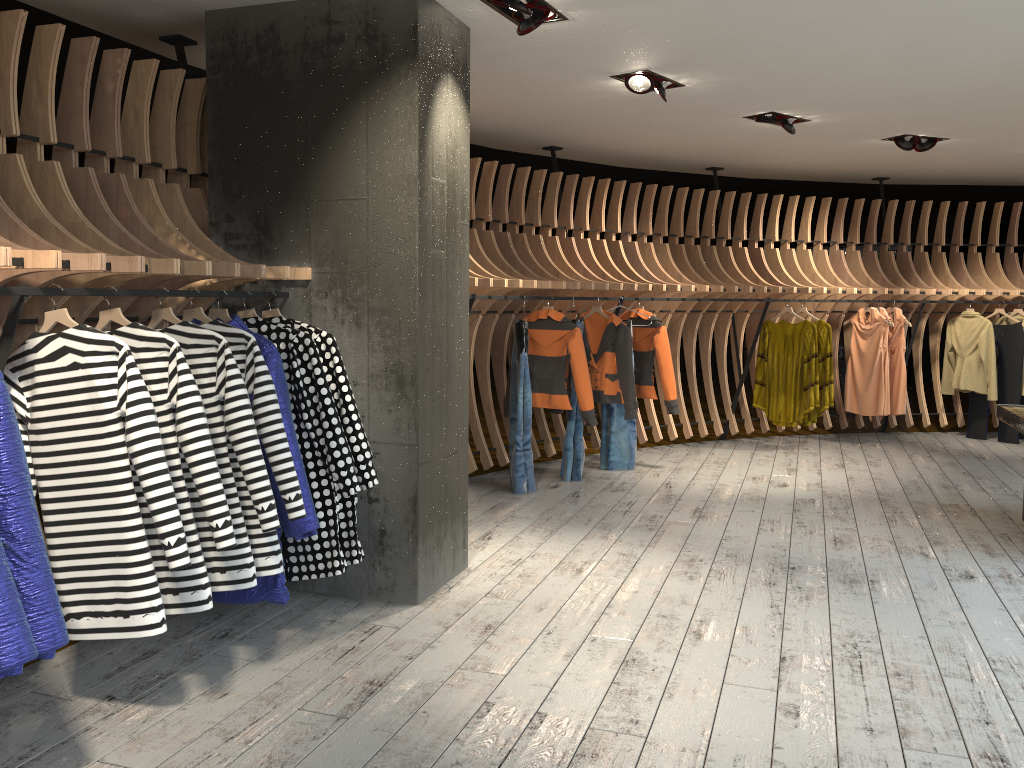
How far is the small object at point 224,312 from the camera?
3.7 meters

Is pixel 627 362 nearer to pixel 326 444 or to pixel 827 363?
pixel 827 363

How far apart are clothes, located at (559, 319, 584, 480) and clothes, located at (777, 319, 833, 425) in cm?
274

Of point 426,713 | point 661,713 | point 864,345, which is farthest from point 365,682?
point 864,345

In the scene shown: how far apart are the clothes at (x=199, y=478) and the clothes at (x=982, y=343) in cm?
812

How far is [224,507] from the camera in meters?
3.0 m

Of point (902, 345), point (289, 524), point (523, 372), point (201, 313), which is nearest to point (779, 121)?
point (523, 372)

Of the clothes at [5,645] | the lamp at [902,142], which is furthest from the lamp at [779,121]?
the clothes at [5,645]

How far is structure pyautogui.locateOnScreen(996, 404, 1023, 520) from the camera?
5.2m

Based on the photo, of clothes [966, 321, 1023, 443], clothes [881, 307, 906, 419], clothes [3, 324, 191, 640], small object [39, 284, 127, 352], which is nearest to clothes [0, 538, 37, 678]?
clothes [3, 324, 191, 640]
